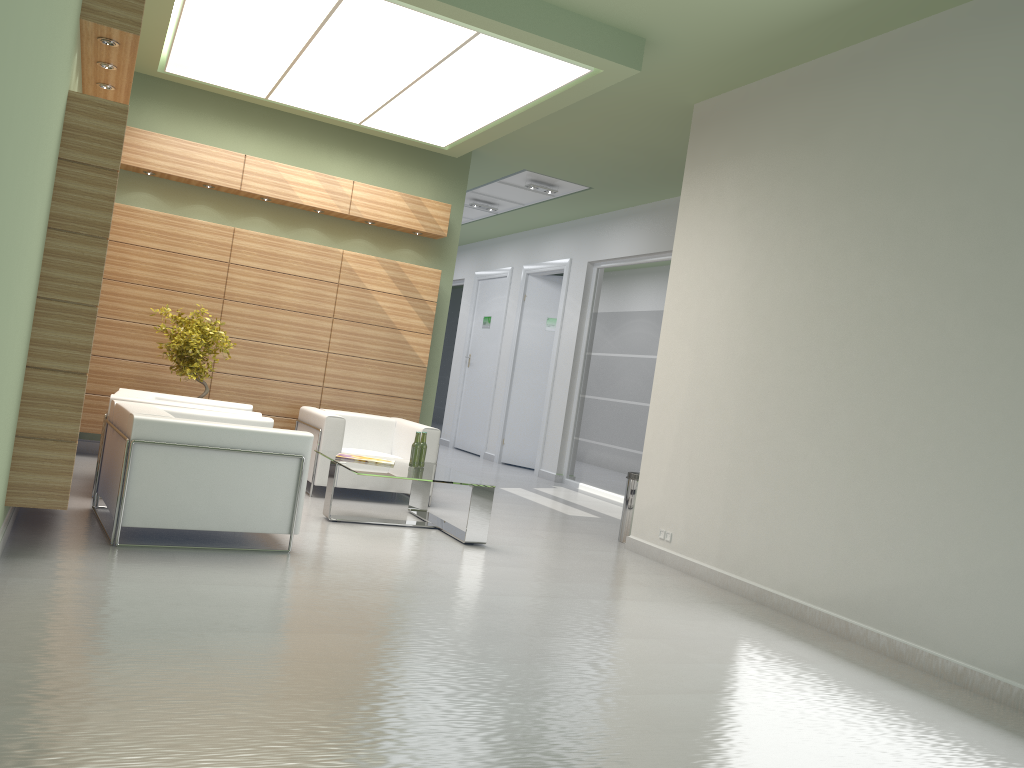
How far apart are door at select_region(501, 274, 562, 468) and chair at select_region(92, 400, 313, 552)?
13.26m

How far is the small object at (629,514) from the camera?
13.0 meters

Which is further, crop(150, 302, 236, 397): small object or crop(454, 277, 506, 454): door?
crop(454, 277, 506, 454): door

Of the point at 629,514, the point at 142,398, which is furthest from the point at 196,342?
the point at 629,514

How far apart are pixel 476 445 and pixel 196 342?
13.3 meters

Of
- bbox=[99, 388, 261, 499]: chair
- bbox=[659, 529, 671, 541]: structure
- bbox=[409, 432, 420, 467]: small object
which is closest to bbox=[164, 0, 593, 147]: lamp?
bbox=[99, 388, 261, 499]: chair

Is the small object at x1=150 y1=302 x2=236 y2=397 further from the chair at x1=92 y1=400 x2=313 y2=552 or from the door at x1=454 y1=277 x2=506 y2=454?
the door at x1=454 y1=277 x2=506 y2=454

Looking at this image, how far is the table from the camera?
10.85m

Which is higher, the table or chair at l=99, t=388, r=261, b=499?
chair at l=99, t=388, r=261, b=499

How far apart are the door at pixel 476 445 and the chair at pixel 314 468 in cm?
1048
